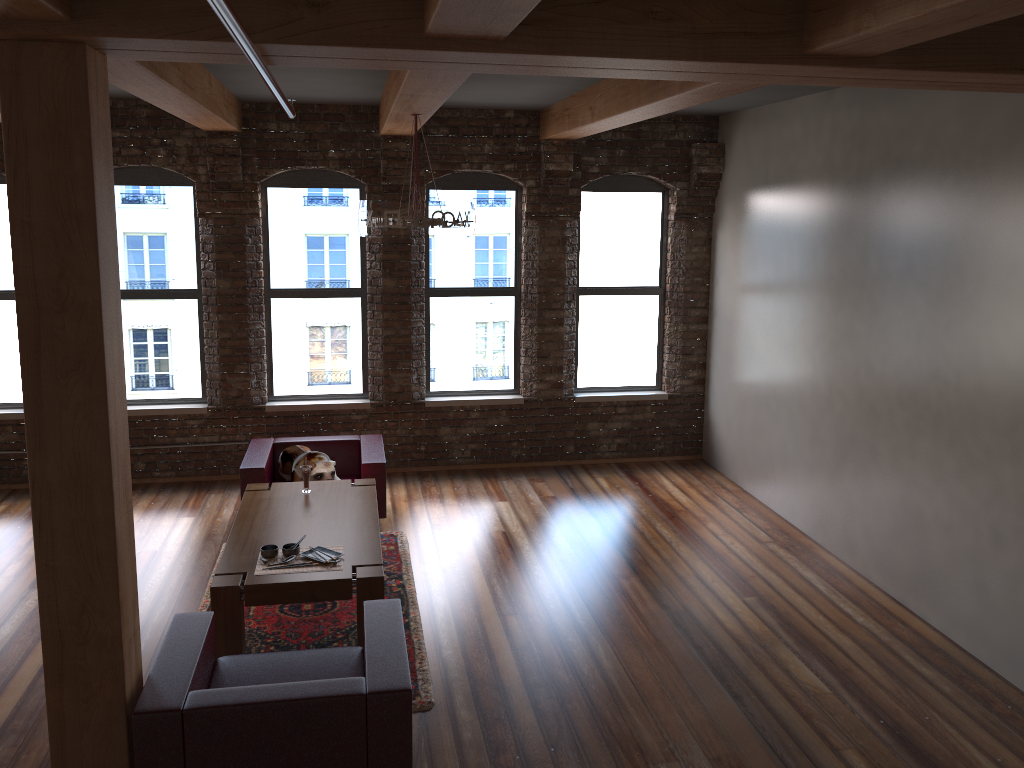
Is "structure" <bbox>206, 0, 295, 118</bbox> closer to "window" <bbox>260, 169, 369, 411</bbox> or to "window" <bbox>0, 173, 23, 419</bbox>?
"window" <bbox>260, 169, 369, 411</bbox>

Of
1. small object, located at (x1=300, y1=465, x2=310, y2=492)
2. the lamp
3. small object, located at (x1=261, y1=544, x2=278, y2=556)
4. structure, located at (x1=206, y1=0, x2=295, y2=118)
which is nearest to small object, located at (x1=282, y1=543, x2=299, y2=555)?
small object, located at (x1=261, y1=544, x2=278, y2=556)

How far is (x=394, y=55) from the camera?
3.27m

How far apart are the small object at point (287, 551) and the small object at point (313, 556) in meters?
0.1

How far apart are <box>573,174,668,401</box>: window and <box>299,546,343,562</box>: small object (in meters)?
4.05

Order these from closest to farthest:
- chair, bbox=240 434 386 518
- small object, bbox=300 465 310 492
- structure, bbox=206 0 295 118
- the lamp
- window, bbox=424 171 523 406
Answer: structure, bbox=206 0 295 118 < the lamp < small object, bbox=300 465 310 492 < chair, bbox=240 434 386 518 < window, bbox=424 171 523 406

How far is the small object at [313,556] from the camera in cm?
505

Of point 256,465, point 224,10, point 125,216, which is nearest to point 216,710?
point 224,10

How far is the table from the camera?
4.7m

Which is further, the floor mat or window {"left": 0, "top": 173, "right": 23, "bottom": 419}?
window {"left": 0, "top": 173, "right": 23, "bottom": 419}
